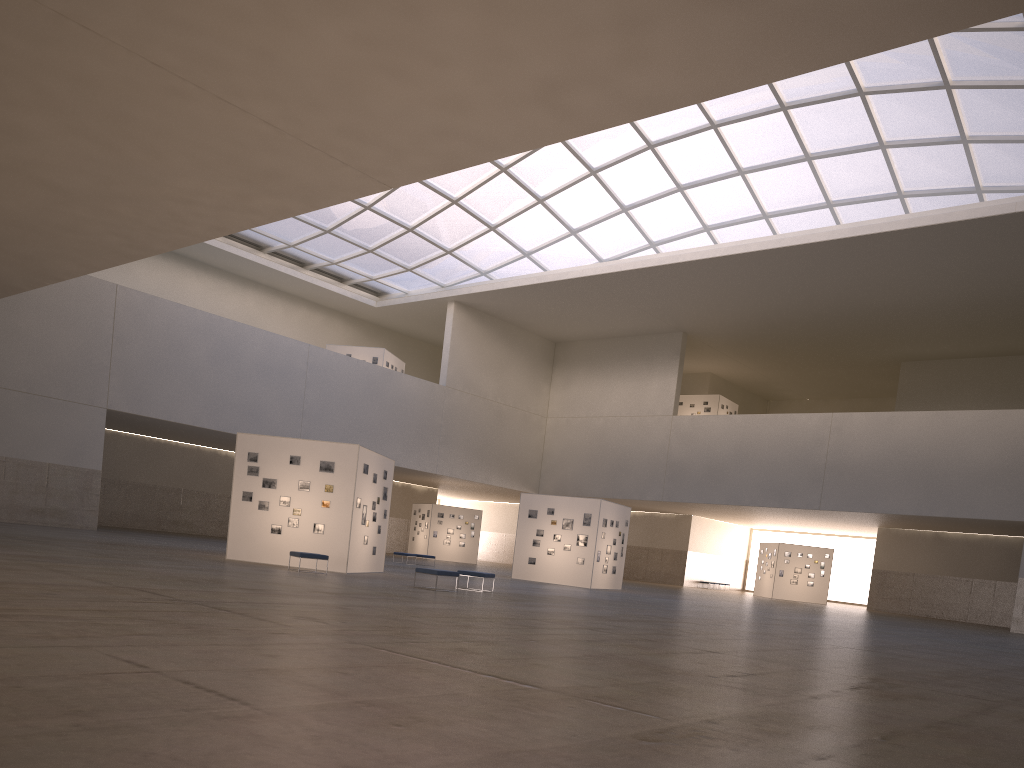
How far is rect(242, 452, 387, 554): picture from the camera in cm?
3073

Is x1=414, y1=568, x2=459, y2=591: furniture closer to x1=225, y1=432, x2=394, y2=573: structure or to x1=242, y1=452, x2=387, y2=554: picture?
x1=225, y1=432, x2=394, y2=573: structure

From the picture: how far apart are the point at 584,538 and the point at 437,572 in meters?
18.9

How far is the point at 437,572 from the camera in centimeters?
2576cm

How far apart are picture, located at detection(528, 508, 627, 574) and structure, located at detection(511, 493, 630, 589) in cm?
30

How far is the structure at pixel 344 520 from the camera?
30.5 meters

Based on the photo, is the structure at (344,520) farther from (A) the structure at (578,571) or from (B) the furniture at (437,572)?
(A) the structure at (578,571)

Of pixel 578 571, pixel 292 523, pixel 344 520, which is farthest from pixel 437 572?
pixel 578 571

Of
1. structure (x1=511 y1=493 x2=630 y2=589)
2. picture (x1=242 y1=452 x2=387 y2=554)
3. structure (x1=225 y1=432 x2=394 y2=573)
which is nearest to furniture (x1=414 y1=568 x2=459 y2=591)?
structure (x1=225 y1=432 x2=394 y2=573)

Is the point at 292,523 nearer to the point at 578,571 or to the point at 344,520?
the point at 344,520
